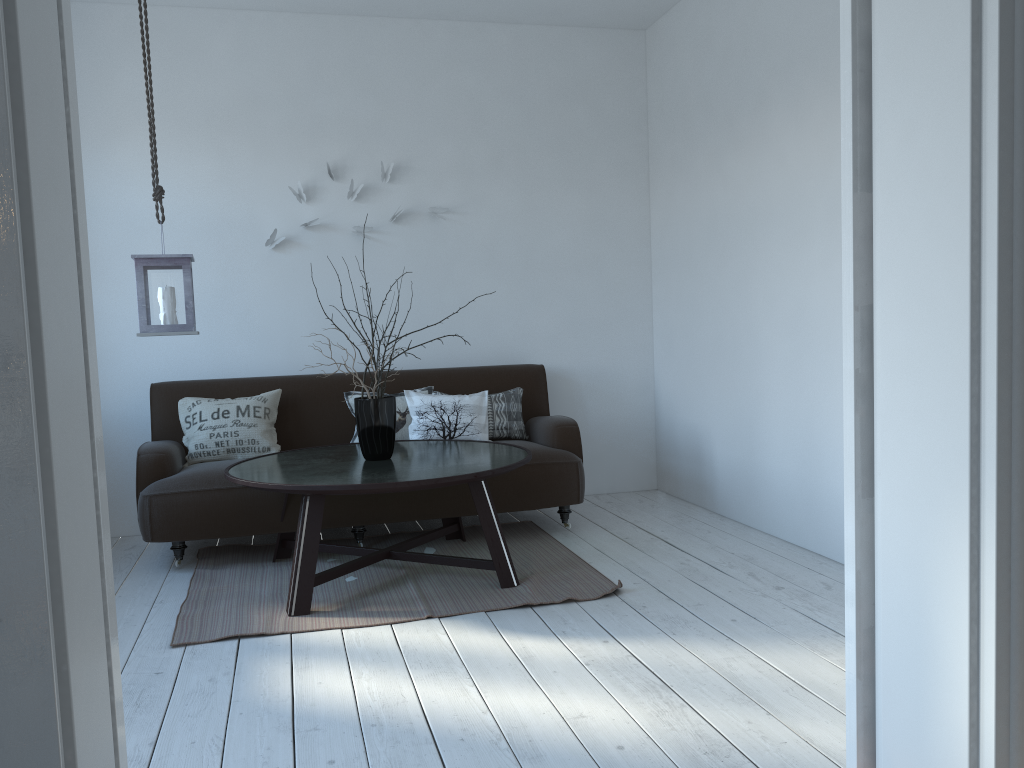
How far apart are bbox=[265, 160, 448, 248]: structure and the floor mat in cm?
167

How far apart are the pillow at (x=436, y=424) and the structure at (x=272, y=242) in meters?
1.0

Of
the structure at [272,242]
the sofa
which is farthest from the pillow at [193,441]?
the structure at [272,242]

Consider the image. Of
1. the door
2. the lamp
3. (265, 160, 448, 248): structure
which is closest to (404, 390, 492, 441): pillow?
(265, 160, 448, 248): structure

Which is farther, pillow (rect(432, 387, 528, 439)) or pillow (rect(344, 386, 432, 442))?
pillow (rect(432, 387, 528, 439))

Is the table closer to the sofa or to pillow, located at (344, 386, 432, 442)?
the sofa

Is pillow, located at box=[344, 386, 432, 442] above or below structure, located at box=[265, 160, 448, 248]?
below

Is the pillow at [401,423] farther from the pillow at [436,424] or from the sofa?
the sofa

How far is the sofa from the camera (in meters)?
3.96

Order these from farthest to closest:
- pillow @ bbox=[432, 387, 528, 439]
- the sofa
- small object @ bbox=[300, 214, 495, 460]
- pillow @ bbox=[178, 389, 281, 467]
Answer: pillow @ bbox=[432, 387, 528, 439] → pillow @ bbox=[178, 389, 281, 467] → the sofa → small object @ bbox=[300, 214, 495, 460]
